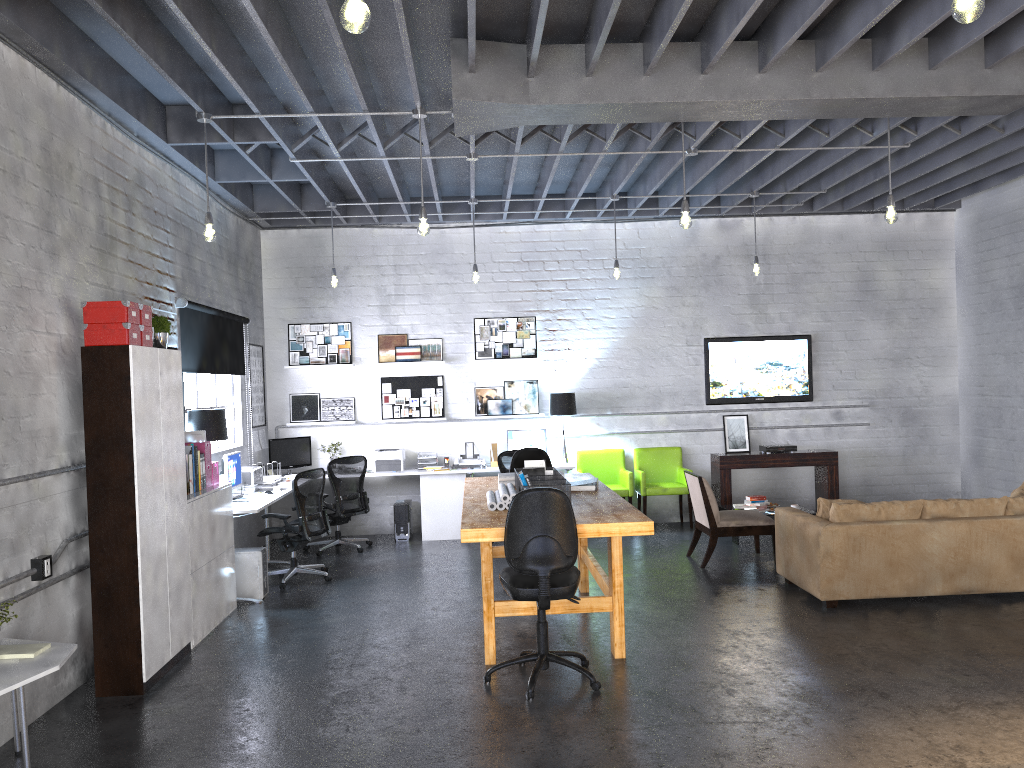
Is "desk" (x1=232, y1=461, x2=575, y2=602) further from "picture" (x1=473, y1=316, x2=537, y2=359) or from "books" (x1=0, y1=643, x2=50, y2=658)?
"books" (x1=0, y1=643, x2=50, y2=658)

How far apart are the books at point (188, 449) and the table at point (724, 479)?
6.1 meters

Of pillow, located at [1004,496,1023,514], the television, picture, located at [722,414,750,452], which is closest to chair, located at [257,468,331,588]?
the television

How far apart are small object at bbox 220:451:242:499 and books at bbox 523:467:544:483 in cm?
301

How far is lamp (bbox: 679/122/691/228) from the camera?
6.3m

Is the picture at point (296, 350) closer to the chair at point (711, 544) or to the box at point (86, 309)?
the chair at point (711, 544)

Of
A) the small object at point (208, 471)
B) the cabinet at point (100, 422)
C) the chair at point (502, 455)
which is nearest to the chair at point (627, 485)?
the chair at point (502, 455)

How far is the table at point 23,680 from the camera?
3.83m

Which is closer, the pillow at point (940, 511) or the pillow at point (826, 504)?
the pillow at point (940, 511)

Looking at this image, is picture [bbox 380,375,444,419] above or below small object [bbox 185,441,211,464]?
above
